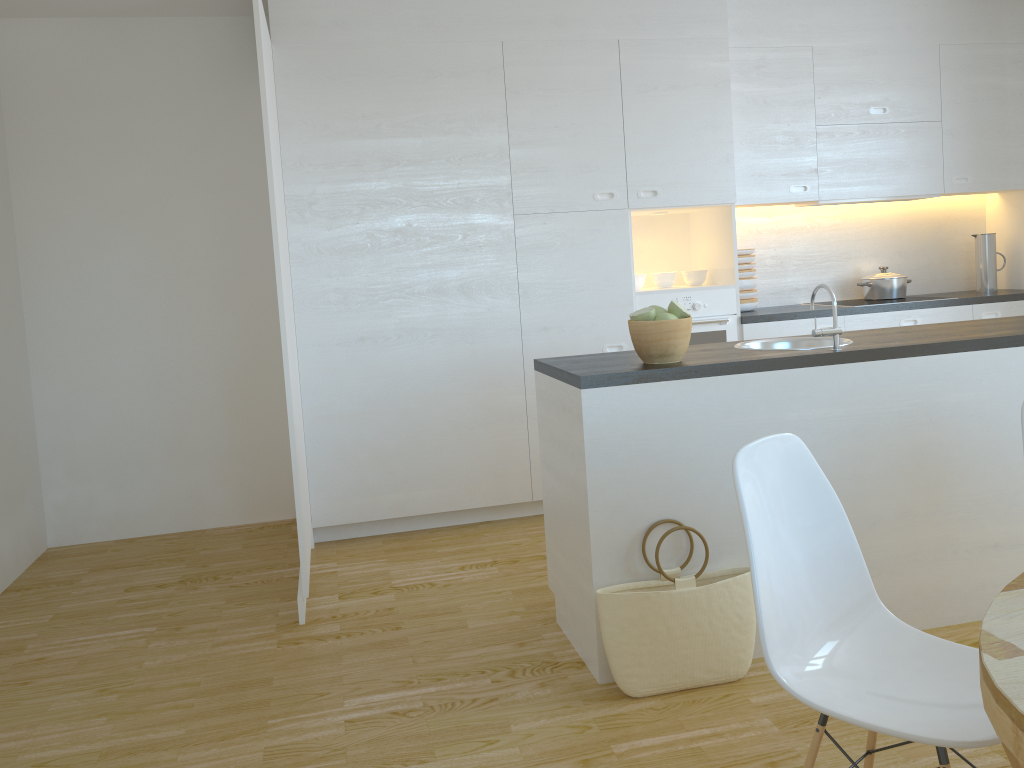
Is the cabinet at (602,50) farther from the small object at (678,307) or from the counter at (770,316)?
the small object at (678,307)

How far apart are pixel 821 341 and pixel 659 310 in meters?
0.8 m

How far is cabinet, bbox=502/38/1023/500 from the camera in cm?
437

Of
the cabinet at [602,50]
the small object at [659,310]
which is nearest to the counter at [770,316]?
the cabinet at [602,50]

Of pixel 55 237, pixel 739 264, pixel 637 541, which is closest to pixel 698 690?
pixel 637 541

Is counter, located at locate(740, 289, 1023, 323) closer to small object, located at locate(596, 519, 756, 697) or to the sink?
the sink

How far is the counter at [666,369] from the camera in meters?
2.7

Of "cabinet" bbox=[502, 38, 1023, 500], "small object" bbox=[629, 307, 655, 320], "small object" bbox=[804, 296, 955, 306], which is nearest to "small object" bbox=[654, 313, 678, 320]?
"small object" bbox=[629, 307, 655, 320]

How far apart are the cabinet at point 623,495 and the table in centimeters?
132cm

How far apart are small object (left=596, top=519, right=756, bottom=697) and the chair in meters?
0.7 m
